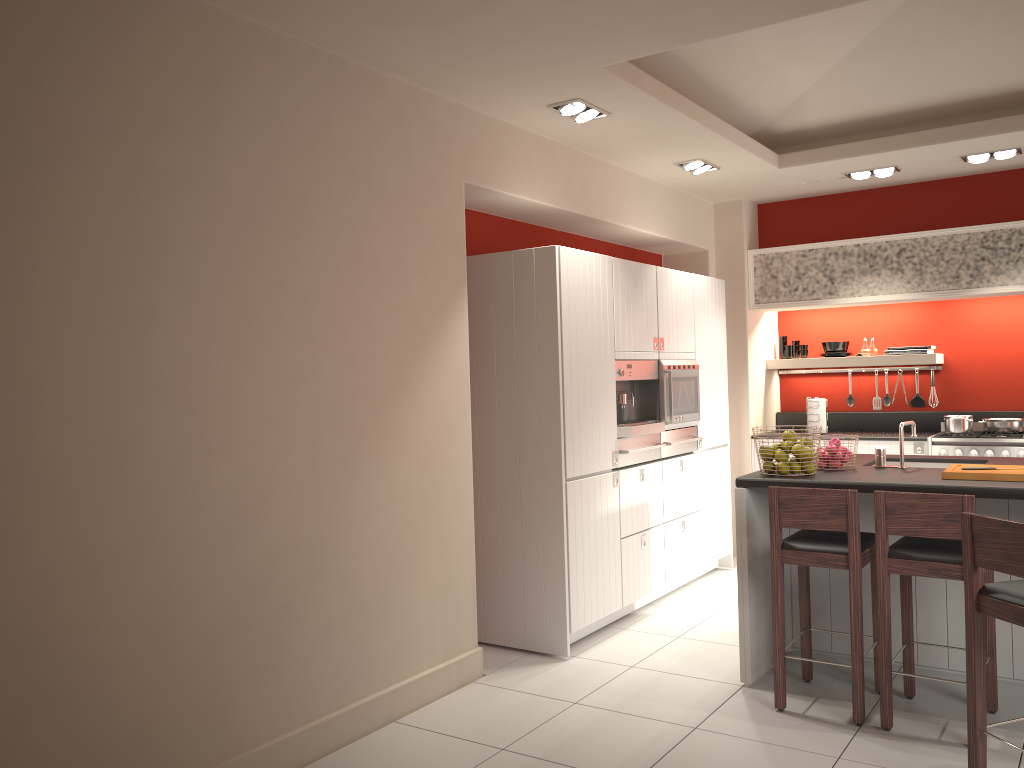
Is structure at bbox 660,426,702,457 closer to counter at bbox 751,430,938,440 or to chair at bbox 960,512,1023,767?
counter at bbox 751,430,938,440

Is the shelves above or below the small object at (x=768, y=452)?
above

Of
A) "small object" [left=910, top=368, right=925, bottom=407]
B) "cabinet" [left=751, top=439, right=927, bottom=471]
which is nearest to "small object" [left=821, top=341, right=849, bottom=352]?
"small object" [left=910, top=368, right=925, bottom=407]

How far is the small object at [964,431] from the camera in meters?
6.6 m

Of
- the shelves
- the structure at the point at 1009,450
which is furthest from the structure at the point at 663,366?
the structure at the point at 1009,450

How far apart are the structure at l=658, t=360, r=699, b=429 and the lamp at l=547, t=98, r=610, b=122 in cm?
173

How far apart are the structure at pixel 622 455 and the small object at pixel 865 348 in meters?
2.7

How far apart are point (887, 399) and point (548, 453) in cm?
403

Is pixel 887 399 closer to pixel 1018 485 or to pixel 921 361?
pixel 921 361

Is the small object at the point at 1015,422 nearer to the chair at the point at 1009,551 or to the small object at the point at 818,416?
the small object at the point at 818,416
